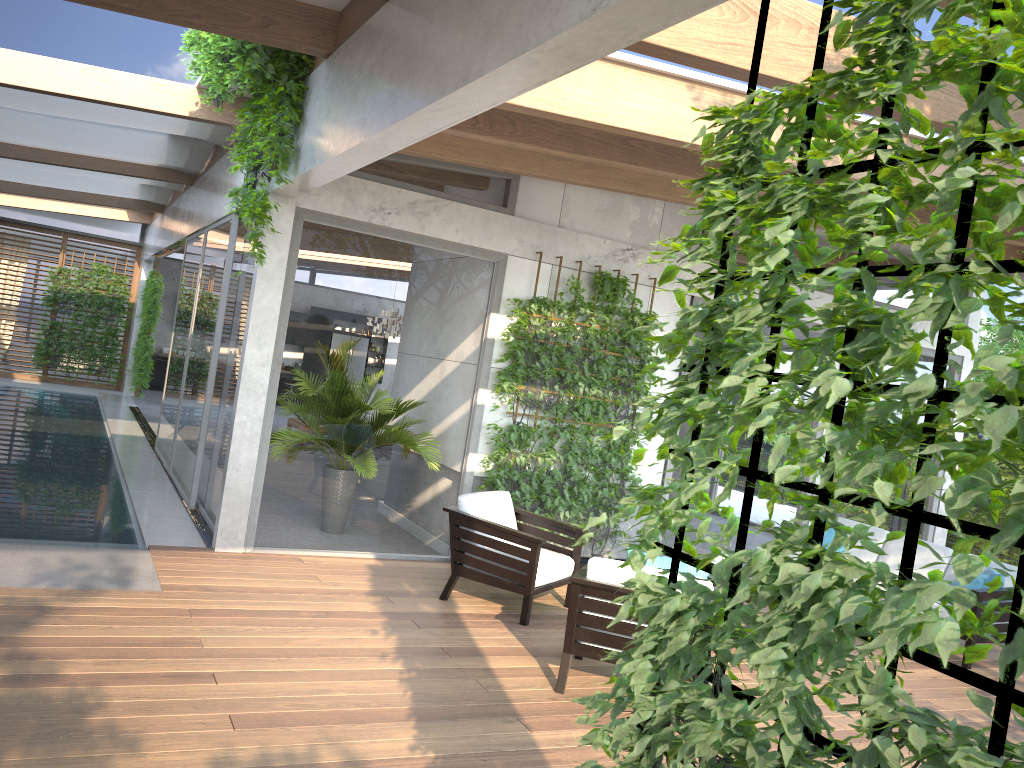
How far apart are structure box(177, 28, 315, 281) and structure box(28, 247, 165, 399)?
10.39m

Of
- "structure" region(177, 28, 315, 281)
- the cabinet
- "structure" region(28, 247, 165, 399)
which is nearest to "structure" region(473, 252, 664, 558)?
"structure" region(177, 28, 315, 281)

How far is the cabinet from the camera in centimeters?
1998cm

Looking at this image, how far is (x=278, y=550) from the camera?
6.9 meters

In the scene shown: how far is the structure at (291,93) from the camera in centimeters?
573cm

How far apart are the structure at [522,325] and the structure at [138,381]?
11.2 meters

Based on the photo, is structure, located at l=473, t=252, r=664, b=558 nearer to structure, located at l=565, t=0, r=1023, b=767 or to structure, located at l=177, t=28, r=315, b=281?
structure, located at l=177, t=28, r=315, b=281

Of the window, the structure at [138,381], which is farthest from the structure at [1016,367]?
the structure at [138,381]

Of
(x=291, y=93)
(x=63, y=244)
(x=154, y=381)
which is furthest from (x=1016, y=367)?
(x=154, y=381)

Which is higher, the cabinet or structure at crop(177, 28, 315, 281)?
structure at crop(177, 28, 315, 281)
